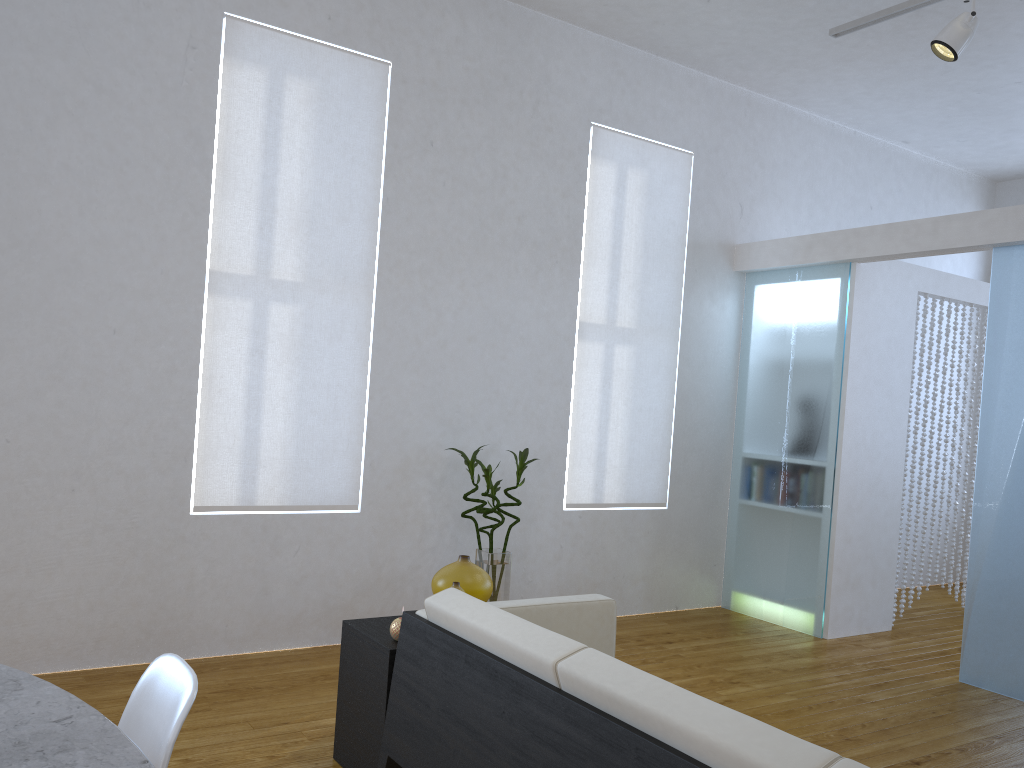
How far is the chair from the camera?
1.43m

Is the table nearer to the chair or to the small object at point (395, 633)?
the chair

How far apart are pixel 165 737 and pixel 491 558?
2.8m

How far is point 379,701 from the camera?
2.6m

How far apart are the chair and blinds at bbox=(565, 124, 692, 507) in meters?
3.4 m

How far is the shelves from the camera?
2.6 meters

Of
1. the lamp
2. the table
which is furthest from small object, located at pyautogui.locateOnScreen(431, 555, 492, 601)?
the lamp

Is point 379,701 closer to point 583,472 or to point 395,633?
point 395,633

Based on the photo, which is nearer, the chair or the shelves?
the chair

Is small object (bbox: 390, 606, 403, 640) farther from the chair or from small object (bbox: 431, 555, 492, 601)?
the chair
